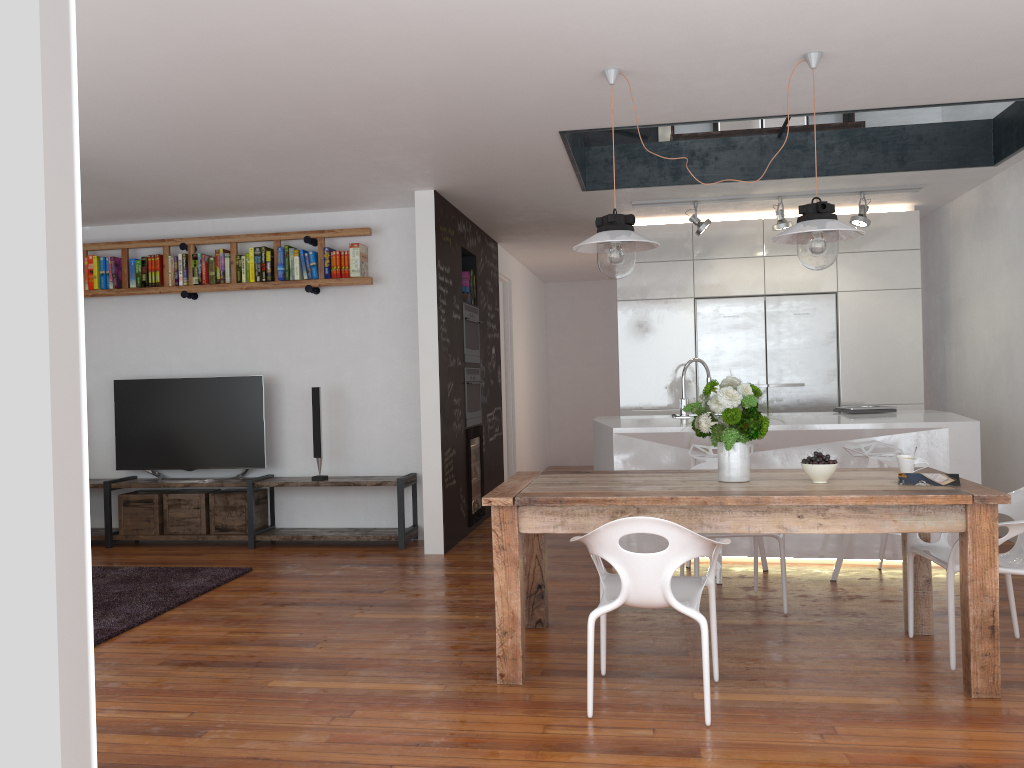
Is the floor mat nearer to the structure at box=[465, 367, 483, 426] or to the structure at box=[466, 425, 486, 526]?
the structure at box=[466, 425, 486, 526]

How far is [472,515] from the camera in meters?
7.0 m

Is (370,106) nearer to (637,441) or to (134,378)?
(637,441)

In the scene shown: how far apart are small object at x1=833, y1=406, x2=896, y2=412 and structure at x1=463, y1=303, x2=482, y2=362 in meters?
2.8 m

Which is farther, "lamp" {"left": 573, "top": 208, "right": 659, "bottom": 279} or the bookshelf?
the bookshelf

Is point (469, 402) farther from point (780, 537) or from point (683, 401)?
point (780, 537)

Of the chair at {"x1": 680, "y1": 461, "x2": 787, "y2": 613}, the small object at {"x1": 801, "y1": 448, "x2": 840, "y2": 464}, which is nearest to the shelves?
the chair at {"x1": 680, "y1": 461, "x2": 787, "y2": 613}

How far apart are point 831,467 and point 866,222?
3.4 meters

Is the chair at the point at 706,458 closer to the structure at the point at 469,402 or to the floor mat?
the structure at the point at 469,402

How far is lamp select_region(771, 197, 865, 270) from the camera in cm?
355
